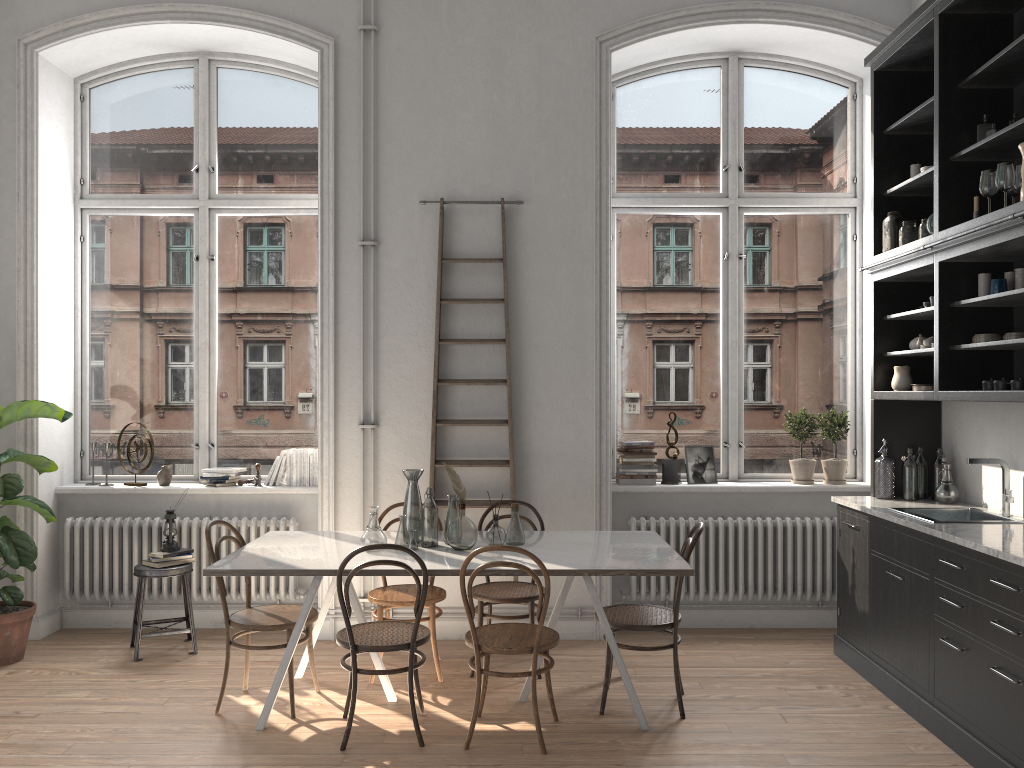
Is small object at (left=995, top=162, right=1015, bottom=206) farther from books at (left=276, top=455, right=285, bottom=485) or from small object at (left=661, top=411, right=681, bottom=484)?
books at (left=276, top=455, right=285, bottom=485)

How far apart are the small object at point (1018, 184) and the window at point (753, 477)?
2.1m

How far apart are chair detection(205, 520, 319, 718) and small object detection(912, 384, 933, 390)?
3.49m

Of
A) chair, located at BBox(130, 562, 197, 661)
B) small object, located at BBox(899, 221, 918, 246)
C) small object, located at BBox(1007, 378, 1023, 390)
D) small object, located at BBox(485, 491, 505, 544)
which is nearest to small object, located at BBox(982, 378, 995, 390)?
small object, located at BBox(1007, 378, 1023, 390)

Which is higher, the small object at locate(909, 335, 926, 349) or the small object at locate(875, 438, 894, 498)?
the small object at locate(909, 335, 926, 349)

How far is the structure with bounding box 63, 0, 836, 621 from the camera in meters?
5.7

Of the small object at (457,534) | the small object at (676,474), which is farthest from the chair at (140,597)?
the small object at (676,474)

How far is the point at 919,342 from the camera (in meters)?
5.07

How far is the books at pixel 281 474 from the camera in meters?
5.9 m

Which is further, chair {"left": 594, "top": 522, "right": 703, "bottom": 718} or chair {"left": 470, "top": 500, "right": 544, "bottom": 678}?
chair {"left": 470, "top": 500, "right": 544, "bottom": 678}
